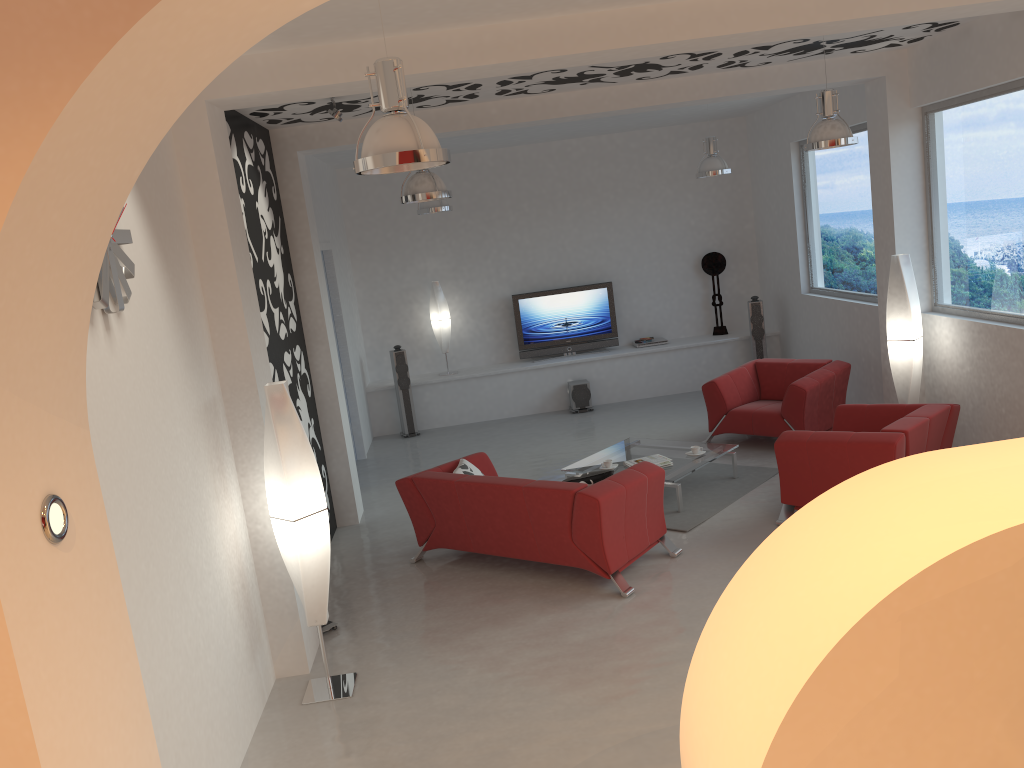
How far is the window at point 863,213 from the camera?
9.16m

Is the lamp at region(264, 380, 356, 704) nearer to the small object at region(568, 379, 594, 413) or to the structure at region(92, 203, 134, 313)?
the structure at region(92, 203, 134, 313)

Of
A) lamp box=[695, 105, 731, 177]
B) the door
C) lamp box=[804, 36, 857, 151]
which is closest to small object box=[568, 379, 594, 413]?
the door

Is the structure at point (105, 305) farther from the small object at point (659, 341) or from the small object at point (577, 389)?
the small object at point (659, 341)

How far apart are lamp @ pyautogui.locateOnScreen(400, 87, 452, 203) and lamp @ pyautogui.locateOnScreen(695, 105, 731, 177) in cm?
401

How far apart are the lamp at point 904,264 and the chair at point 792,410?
0.7m

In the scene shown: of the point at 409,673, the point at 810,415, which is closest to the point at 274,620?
the point at 409,673

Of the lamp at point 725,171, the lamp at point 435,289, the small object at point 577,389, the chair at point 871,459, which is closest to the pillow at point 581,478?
the chair at point 871,459

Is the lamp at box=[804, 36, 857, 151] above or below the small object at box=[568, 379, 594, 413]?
above

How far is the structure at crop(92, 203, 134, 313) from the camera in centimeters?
337cm
